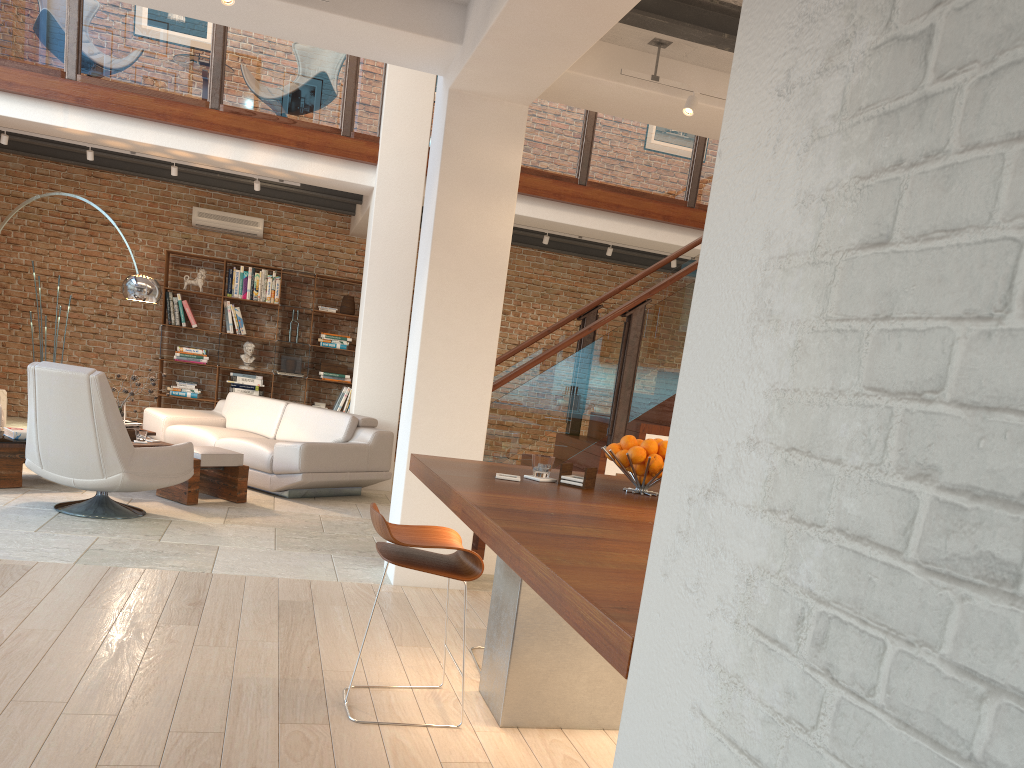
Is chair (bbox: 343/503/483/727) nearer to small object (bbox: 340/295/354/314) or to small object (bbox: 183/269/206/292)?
small object (bbox: 340/295/354/314)

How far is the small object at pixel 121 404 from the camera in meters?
7.1 m

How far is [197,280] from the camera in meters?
10.7

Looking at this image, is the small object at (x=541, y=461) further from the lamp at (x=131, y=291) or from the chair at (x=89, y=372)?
the lamp at (x=131, y=291)

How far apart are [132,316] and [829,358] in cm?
1114

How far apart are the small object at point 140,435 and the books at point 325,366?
4.3 meters

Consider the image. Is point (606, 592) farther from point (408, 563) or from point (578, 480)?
point (578, 480)

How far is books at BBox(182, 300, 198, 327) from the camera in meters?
10.7

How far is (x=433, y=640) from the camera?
4.1 meters

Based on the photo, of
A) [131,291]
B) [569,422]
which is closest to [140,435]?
[131,291]
